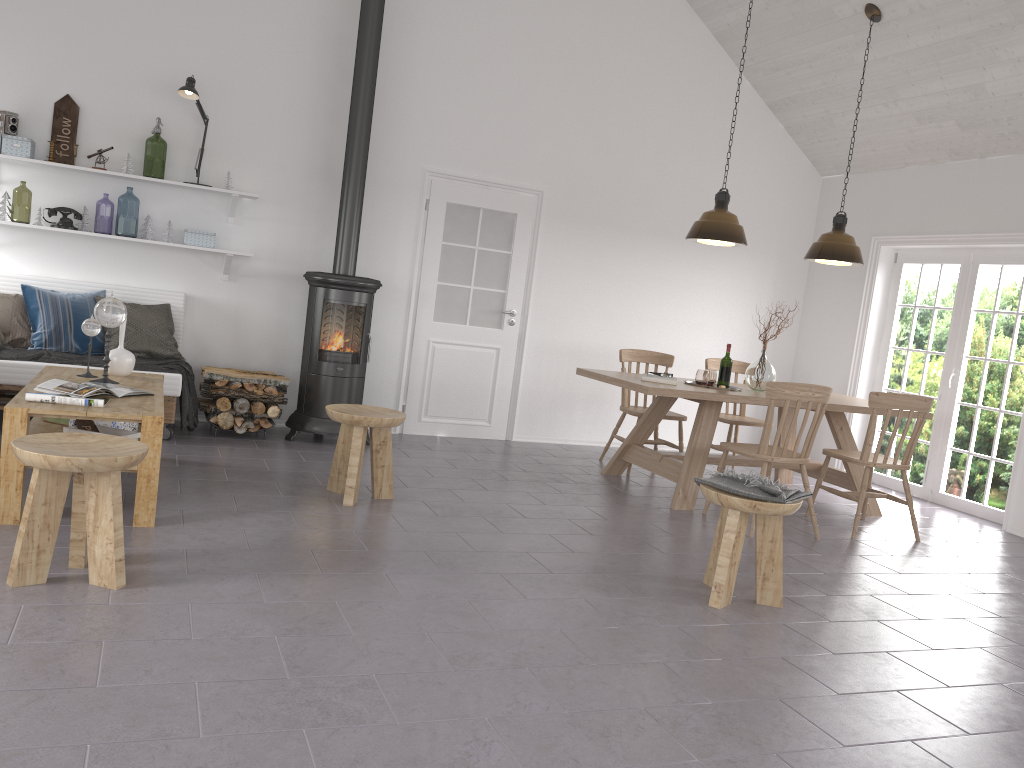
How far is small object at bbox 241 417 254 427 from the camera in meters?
5.9 m

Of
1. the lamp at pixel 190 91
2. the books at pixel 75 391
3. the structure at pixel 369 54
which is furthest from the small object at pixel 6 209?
the books at pixel 75 391

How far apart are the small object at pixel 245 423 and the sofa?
0.5 meters

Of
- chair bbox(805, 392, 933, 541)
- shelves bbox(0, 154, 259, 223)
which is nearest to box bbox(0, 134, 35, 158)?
shelves bbox(0, 154, 259, 223)

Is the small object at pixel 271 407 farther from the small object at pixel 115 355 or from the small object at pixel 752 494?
the small object at pixel 752 494

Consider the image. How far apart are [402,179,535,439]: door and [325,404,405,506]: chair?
2.11m

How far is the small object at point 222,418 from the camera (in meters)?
5.95

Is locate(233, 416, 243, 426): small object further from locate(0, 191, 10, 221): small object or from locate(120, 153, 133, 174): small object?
locate(0, 191, 10, 221): small object

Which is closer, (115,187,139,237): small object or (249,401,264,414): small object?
(249,401,264,414): small object

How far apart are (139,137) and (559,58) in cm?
324
